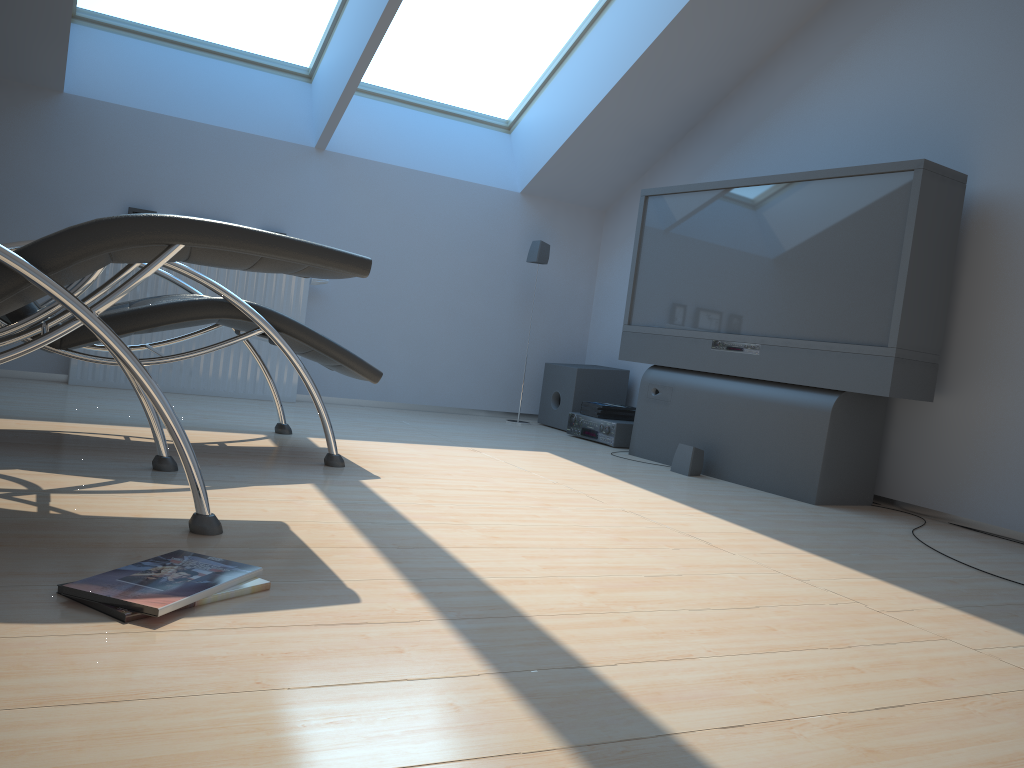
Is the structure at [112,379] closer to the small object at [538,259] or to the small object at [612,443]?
the small object at [538,259]

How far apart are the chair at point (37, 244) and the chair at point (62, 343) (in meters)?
0.27

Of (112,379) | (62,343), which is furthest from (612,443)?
(62,343)

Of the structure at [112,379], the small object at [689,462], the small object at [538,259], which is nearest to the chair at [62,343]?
the structure at [112,379]

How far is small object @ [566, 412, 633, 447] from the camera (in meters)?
4.98

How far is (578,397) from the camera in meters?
5.5

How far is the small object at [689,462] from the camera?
4.17m

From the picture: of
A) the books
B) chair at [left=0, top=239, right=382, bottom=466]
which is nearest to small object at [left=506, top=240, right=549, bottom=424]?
the books

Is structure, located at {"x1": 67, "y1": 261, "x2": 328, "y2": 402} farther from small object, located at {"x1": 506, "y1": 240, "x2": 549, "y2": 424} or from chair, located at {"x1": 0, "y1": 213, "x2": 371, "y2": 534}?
chair, located at {"x1": 0, "y1": 213, "x2": 371, "y2": 534}

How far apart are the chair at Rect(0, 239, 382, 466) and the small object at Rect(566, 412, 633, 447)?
→ 1.9 meters
